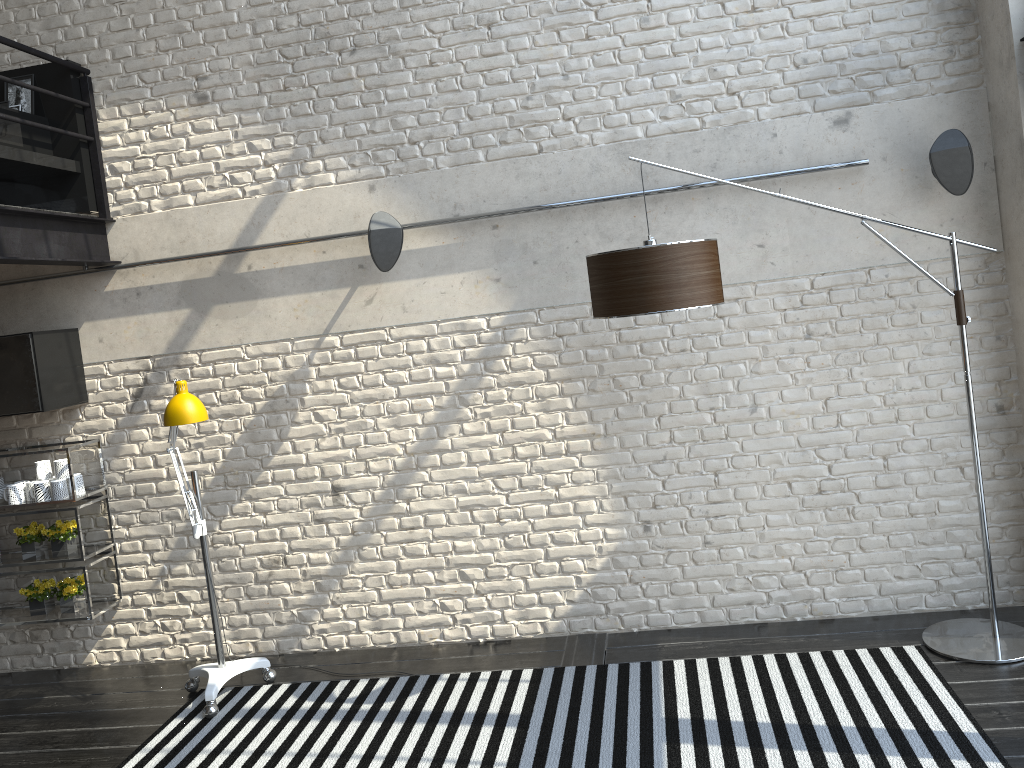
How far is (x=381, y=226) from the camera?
4.3m

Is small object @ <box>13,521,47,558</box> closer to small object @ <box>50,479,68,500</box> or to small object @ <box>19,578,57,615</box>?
small object @ <box>19,578,57,615</box>

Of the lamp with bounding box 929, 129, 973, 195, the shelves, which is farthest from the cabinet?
the lamp with bounding box 929, 129, 973, 195

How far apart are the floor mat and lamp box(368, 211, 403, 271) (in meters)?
2.06

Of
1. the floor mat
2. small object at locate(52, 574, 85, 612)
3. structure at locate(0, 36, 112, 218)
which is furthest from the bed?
the floor mat

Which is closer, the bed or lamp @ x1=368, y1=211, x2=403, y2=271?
lamp @ x1=368, y1=211, x2=403, y2=271

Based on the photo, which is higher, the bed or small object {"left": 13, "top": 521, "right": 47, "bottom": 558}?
the bed

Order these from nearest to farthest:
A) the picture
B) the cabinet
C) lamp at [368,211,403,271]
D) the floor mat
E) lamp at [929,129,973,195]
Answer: the floor mat → lamp at [929,129,973,195] → lamp at [368,211,403,271] → the cabinet → the picture

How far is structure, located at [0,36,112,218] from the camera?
4.63m

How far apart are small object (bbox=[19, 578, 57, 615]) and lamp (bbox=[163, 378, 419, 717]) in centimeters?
103cm
